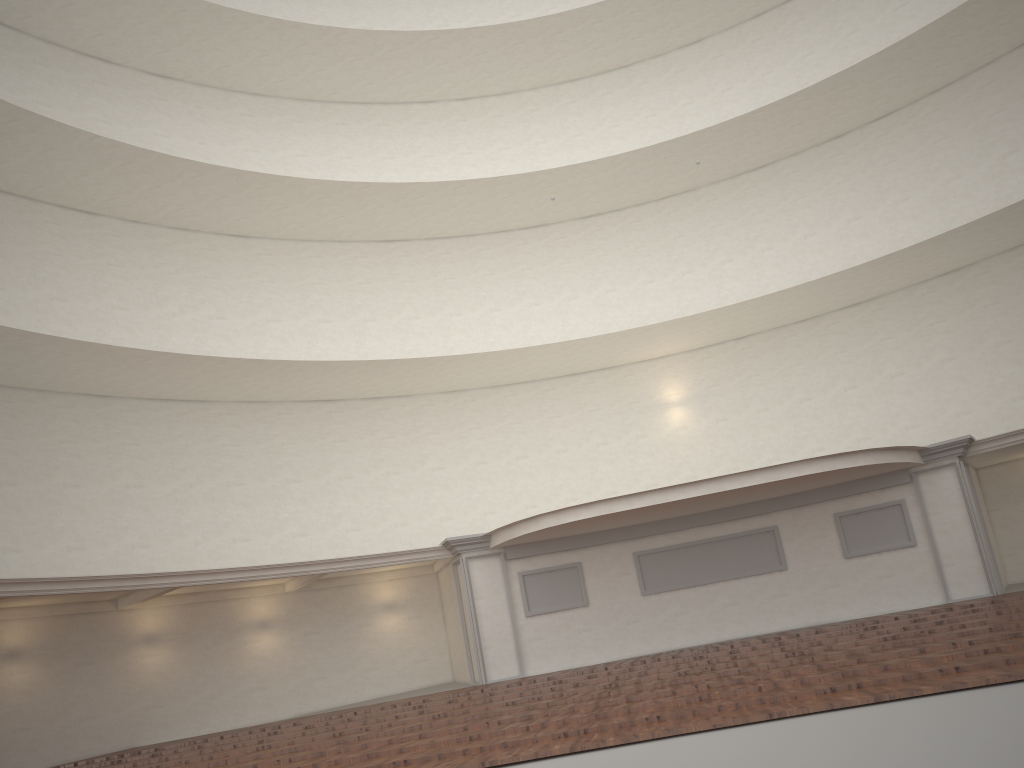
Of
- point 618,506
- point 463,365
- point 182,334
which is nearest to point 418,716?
point 618,506
